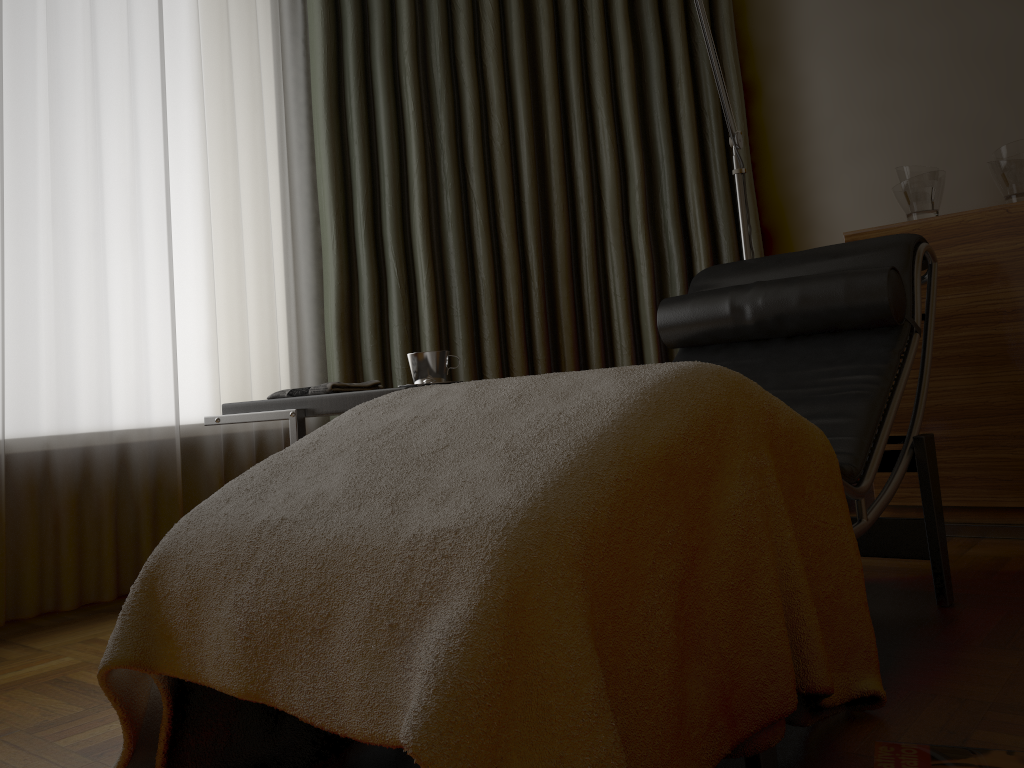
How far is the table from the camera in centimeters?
178cm

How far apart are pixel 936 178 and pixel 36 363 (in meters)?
2.54

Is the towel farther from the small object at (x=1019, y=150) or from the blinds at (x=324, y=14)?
the small object at (x=1019, y=150)

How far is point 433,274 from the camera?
2.90m

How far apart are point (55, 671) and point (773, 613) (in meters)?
1.52

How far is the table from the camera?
1.78m

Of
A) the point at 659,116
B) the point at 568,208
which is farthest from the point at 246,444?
the point at 659,116

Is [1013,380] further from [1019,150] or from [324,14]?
[324,14]

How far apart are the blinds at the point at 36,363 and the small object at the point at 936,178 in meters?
1.8 m

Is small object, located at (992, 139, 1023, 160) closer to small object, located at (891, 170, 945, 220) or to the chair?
small object, located at (891, 170, 945, 220)
